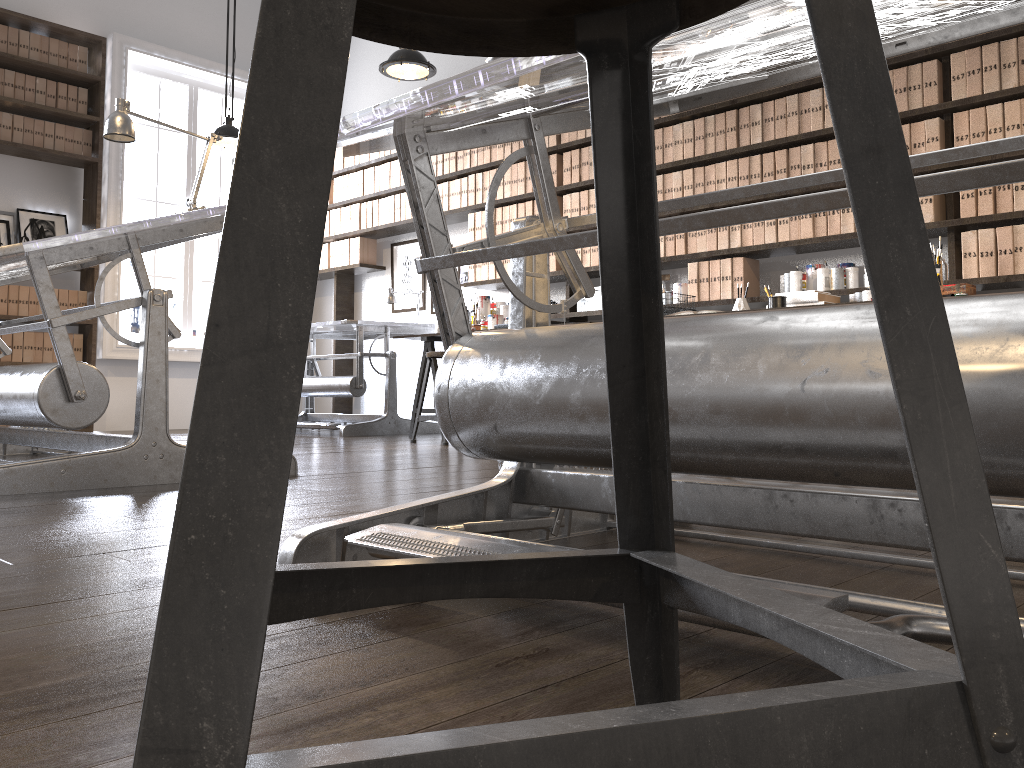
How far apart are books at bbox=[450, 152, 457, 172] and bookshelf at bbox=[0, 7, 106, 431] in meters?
2.7 m

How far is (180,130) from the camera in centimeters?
346cm

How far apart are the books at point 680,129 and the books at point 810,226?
0.9m

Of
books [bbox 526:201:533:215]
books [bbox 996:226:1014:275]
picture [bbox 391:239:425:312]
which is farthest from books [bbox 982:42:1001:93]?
picture [bbox 391:239:425:312]

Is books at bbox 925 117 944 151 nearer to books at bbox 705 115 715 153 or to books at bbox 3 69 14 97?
books at bbox 705 115 715 153

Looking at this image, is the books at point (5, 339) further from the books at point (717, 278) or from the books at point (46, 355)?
the books at point (717, 278)

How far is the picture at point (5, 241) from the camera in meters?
6.3 m

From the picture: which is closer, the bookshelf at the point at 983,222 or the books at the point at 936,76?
the bookshelf at the point at 983,222

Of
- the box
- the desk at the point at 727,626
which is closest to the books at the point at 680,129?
the box

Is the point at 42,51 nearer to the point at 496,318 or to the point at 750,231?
the point at 496,318
